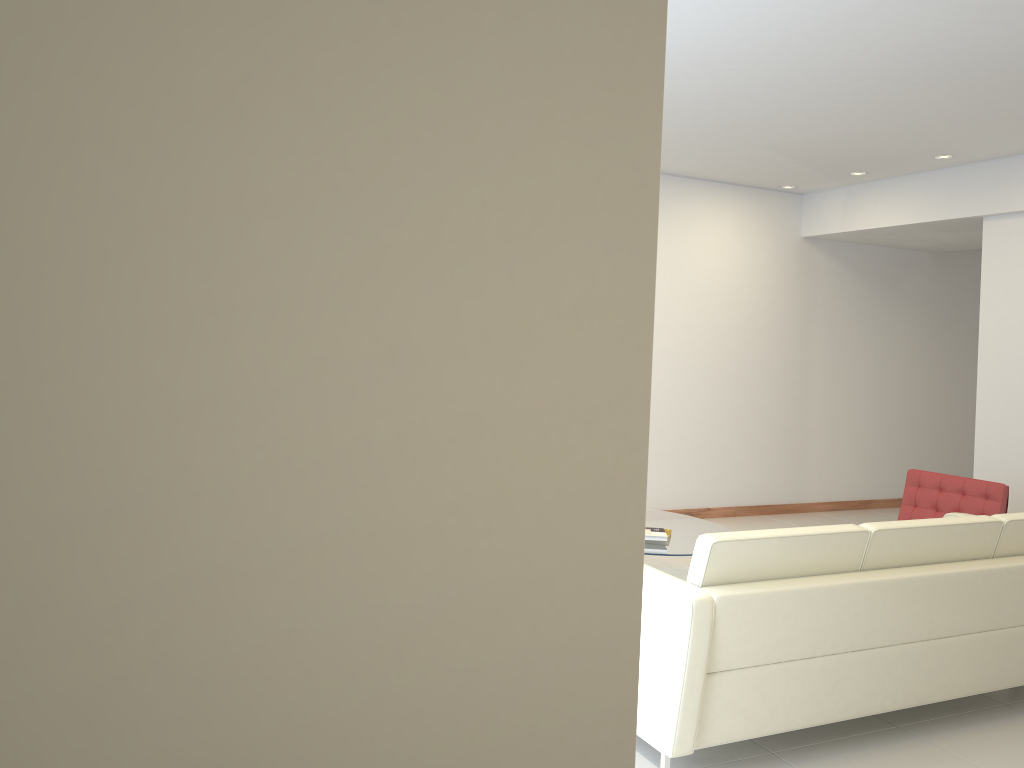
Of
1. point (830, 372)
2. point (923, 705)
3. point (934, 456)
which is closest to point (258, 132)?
point (923, 705)

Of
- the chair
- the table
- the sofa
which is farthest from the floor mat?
the sofa

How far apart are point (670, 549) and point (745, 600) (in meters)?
2.13

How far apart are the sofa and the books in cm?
162

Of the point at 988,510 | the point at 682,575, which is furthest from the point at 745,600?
the point at 988,510

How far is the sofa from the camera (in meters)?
3.15

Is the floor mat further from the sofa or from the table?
the sofa

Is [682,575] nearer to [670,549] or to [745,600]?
[670,549]

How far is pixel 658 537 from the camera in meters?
5.4 m

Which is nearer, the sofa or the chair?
the sofa
